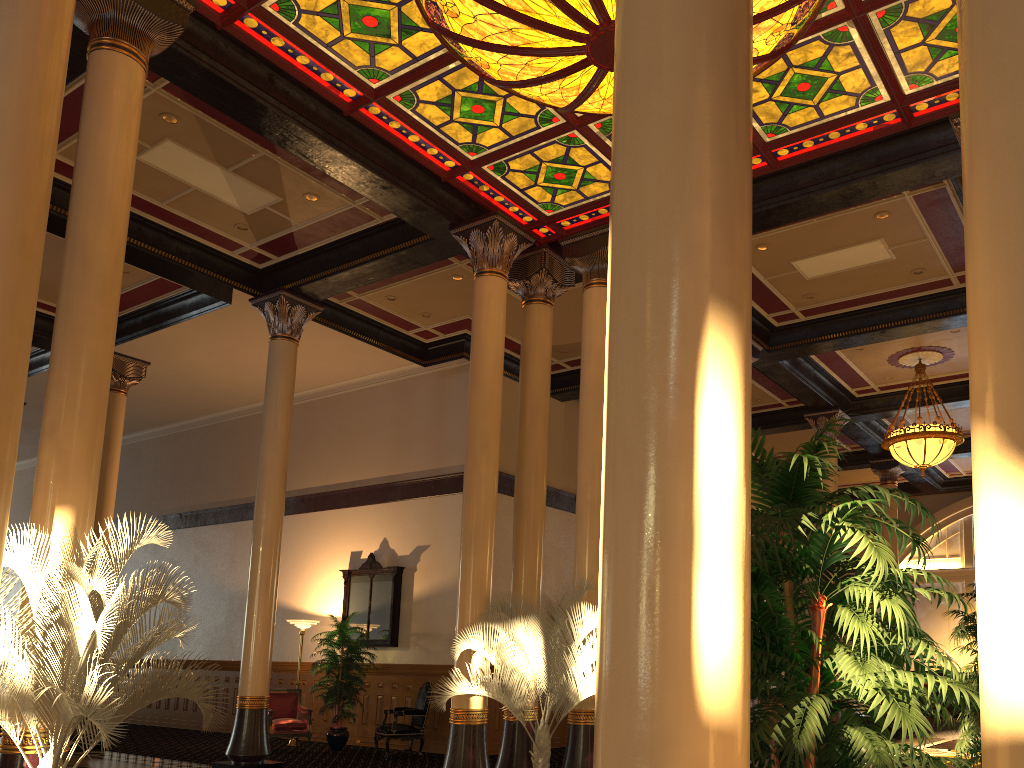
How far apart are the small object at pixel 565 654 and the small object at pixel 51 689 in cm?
264

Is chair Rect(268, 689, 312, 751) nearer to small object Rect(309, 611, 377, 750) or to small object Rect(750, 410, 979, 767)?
small object Rect(309, 611, 377, 750)

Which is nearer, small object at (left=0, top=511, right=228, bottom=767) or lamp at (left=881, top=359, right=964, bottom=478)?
small object at (left=0, top=511, right=228, bottom=767)

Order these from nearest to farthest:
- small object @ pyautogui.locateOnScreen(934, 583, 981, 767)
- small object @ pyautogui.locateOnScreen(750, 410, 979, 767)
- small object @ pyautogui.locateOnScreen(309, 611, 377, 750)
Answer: small object @ pyautogui.locateOnScreen(750, 410, 979, 767) → small object @ pyautogui.locateOnScreen(934, 583, 981, 767) → small object @ pyautogui.locateOnScreen(309, 611, 377, 750)

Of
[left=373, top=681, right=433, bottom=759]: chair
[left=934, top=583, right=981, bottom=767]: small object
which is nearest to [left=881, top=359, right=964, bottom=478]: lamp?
[left=934, top=583, right=981, bottom=767]: small object

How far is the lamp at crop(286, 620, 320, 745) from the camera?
13.9m

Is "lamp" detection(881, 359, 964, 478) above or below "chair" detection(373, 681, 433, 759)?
above

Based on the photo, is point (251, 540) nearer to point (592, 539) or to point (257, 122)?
point (592, 539)

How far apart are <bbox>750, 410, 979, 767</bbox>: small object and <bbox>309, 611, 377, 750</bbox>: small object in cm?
1097

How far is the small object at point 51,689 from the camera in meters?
4.4
